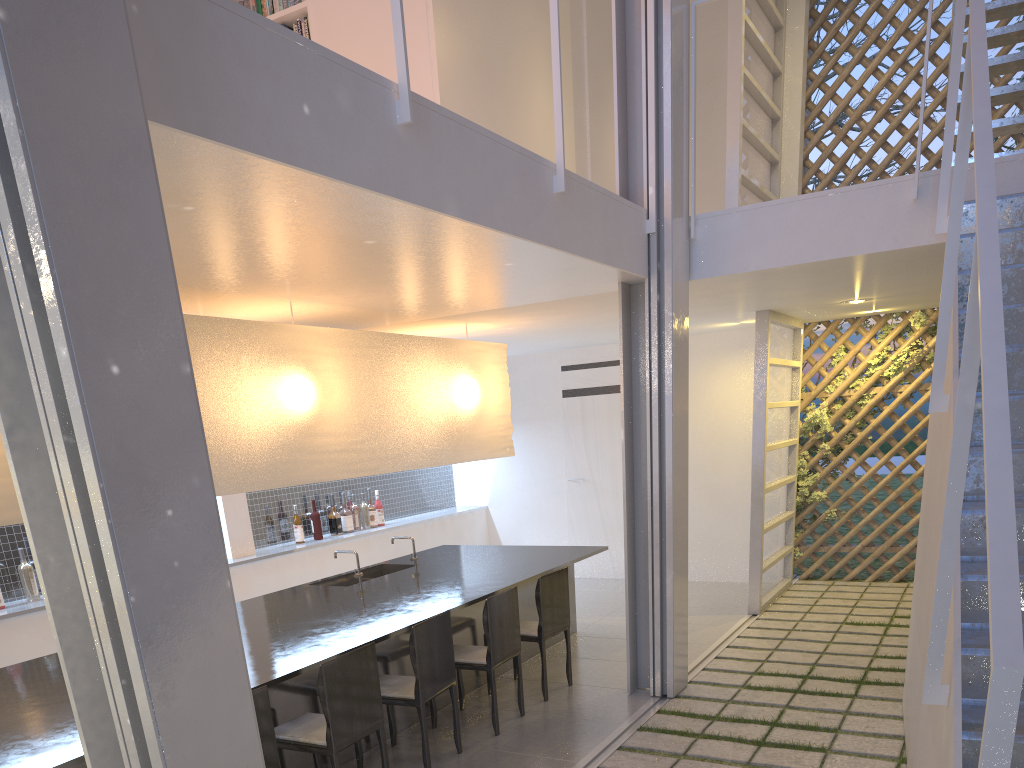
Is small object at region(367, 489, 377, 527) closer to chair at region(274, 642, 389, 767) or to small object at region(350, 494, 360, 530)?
small object at region(350, 494, 360, 530)

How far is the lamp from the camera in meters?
2.2

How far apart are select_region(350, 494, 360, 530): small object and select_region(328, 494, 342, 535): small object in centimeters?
14cm

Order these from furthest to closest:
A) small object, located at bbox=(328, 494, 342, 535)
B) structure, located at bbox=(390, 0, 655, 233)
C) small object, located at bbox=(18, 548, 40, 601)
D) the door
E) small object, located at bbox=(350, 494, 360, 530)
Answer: the door → small object, located at bbox=(350, 494, 360, 530) → small object, located at bbox=(328, 494, 342, 535) → small object, located at bbox=(18, 548, 40, 601) → structure, located at bbox=(390, 0, 655, 233)

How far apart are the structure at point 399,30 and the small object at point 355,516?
2.3 meters

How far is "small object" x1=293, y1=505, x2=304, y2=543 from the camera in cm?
380

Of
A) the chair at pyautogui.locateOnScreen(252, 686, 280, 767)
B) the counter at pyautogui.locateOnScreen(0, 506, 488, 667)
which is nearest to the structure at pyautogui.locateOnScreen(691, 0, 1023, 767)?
the chair at pyautogui.locateOnScreen(252, 686, 280, 767)

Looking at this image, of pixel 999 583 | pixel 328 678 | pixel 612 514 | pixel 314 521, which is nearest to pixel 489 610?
pixel 328 678

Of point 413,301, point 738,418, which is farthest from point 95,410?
point 738,418

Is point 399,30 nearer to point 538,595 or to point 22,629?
point 538,595
